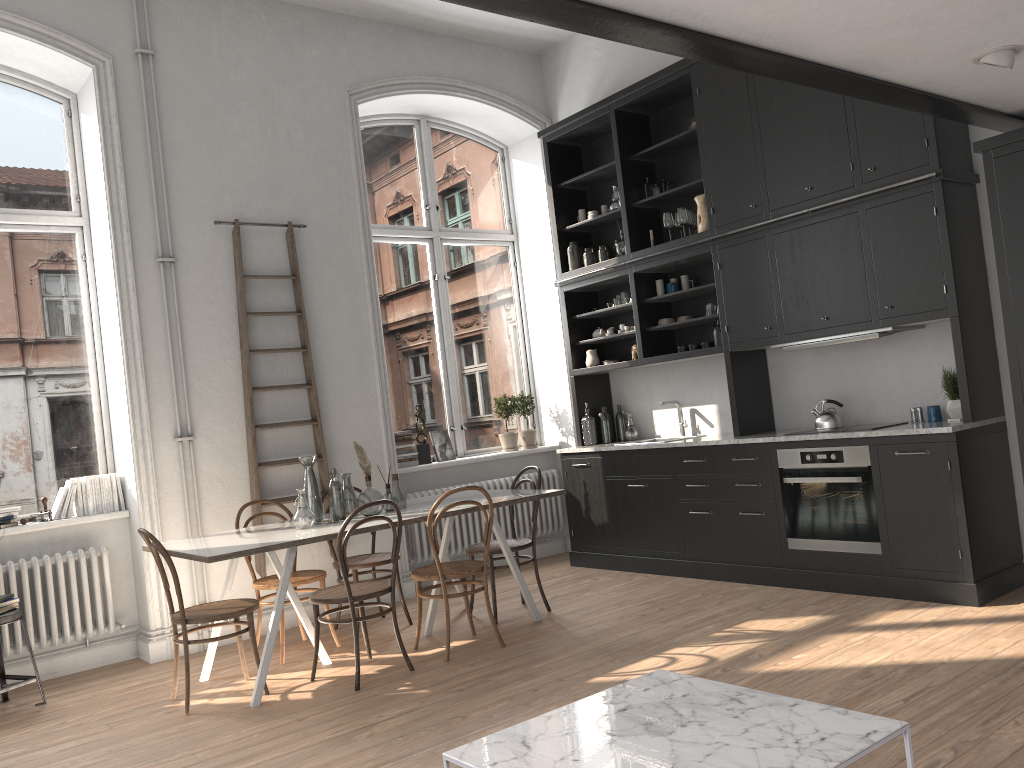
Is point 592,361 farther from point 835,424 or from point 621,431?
point 835,424

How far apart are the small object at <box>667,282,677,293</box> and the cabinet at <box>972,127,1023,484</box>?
2.5m

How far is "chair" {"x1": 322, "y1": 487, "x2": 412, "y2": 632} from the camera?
5.5 meters

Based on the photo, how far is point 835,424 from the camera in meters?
5.6

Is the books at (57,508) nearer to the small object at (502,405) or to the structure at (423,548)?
the structure at (423,548)

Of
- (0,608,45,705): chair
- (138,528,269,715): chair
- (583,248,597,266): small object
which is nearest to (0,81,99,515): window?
(0,608,45,705): chair

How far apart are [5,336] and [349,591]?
3.0 meters

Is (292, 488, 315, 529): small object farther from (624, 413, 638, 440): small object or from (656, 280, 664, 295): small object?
(656, 280, 664, 295): small object

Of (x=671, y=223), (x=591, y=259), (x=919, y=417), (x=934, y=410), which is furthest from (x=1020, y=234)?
(x=591, y=259)

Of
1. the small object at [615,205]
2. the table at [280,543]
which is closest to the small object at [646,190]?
the small object at [615,205]
